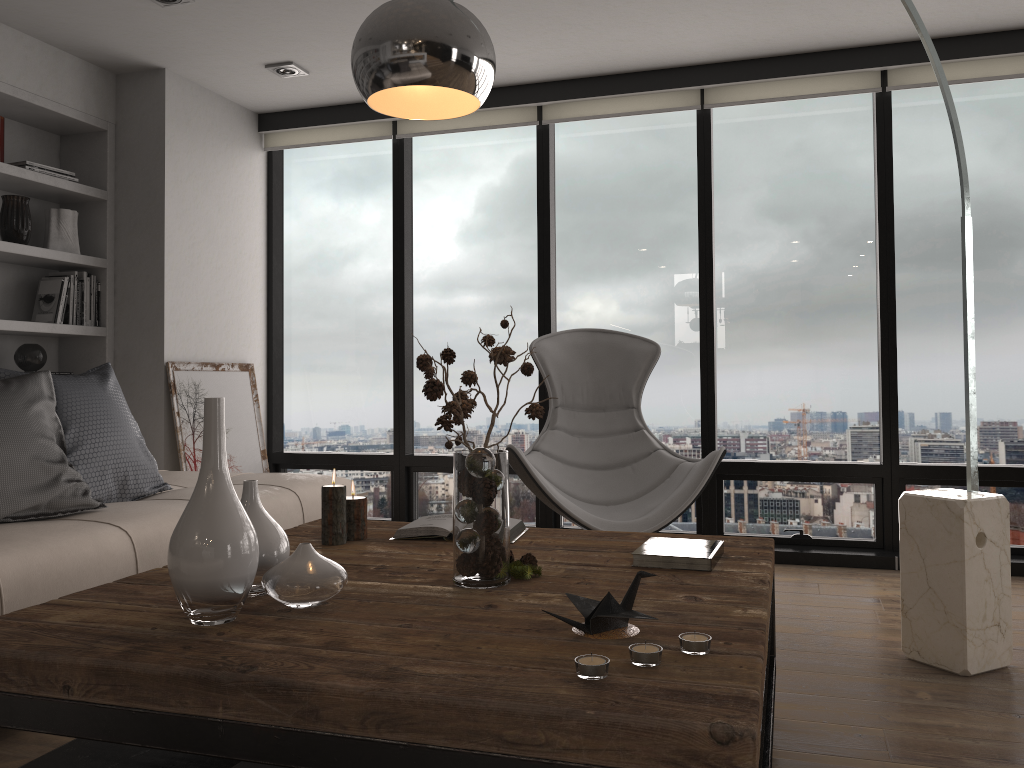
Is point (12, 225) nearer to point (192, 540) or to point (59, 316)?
point (59, 316)

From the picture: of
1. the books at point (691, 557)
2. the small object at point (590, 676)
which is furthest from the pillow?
the small object at point (590, 676)

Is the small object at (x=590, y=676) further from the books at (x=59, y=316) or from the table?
the books at (x=59, y=316)

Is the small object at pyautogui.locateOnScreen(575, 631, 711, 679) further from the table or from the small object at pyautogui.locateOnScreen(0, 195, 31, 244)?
the small object at pyautogui.locateOnScreen(0, 195, 31, 244)

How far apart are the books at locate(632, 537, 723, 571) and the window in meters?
2.3 m

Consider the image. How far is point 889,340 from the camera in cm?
420

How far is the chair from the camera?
3.20m

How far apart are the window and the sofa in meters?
1.2

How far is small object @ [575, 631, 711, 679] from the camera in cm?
126

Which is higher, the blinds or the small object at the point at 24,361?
the blinds
